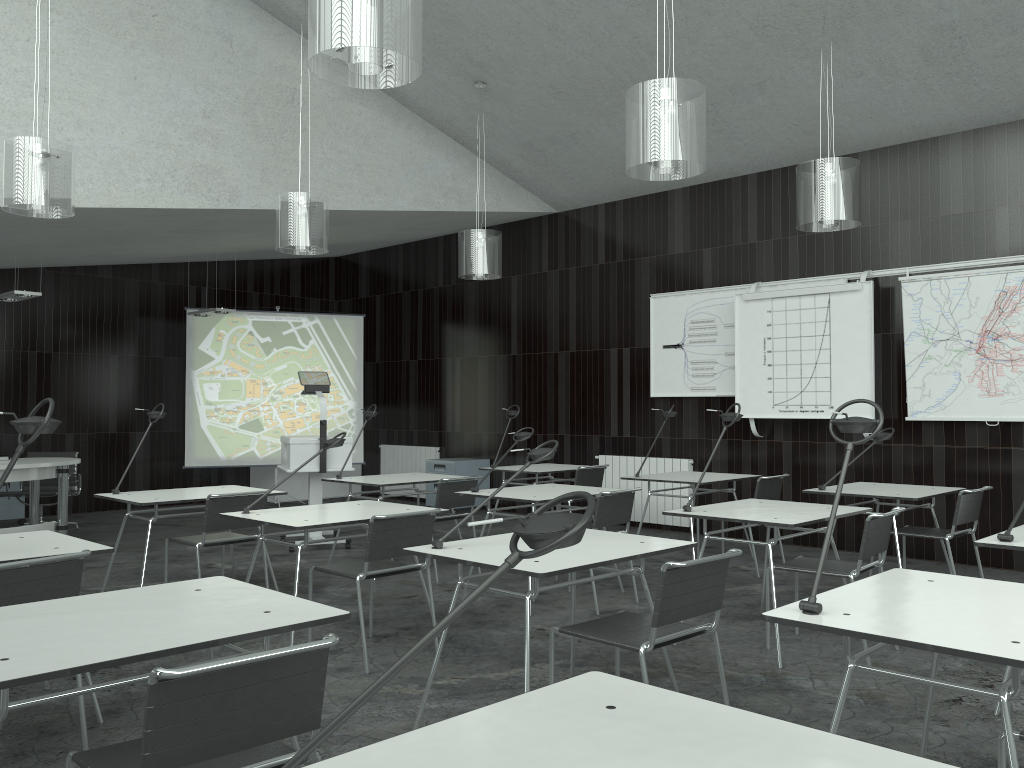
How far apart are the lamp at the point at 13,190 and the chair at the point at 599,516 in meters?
3.3 m

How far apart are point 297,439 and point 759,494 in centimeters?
361cm

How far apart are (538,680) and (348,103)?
5.45m

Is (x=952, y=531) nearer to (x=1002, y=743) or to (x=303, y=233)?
(x=1002, y=743)

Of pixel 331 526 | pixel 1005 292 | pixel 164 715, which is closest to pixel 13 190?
pixel 331 526

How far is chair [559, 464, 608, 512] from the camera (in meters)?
7.23

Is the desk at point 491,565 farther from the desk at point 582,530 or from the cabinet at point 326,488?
the cabinet at point 326,488

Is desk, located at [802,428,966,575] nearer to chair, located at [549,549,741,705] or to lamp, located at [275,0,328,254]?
chair, located at [549,549,741,705]

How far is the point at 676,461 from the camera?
8.24m

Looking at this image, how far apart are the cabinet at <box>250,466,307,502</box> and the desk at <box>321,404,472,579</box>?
4.61m
